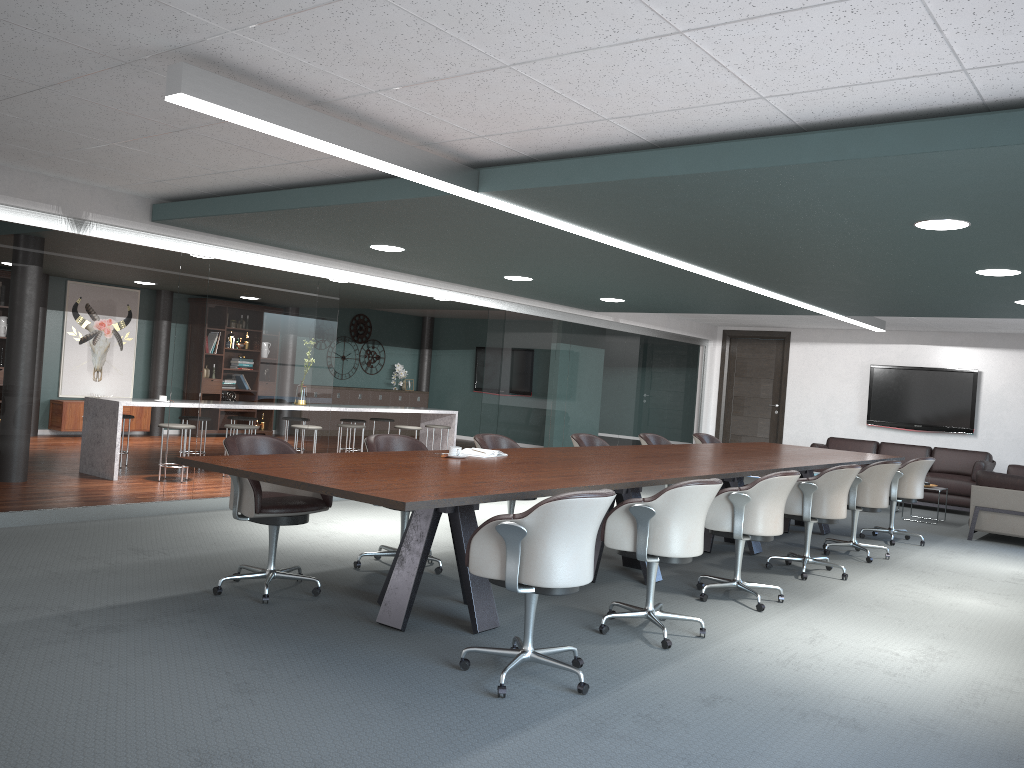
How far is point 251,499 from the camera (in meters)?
4.19

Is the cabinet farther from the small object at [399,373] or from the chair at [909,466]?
the chair at [909,466]

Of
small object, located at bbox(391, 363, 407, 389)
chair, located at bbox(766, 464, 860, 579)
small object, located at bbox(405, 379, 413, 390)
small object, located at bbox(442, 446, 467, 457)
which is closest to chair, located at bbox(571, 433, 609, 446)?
chair, located at bbox(766, 464, 860, 579)

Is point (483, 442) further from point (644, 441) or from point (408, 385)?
point (408, 385)

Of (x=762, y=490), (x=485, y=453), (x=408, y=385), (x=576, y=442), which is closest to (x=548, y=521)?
(x=485, y=453)

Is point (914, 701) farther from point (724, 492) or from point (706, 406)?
point (706, 406)

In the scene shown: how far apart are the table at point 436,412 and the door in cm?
426

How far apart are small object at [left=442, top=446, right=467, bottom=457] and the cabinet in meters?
10.3

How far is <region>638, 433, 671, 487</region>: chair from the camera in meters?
7.8

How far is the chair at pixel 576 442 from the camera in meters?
6.9 m
